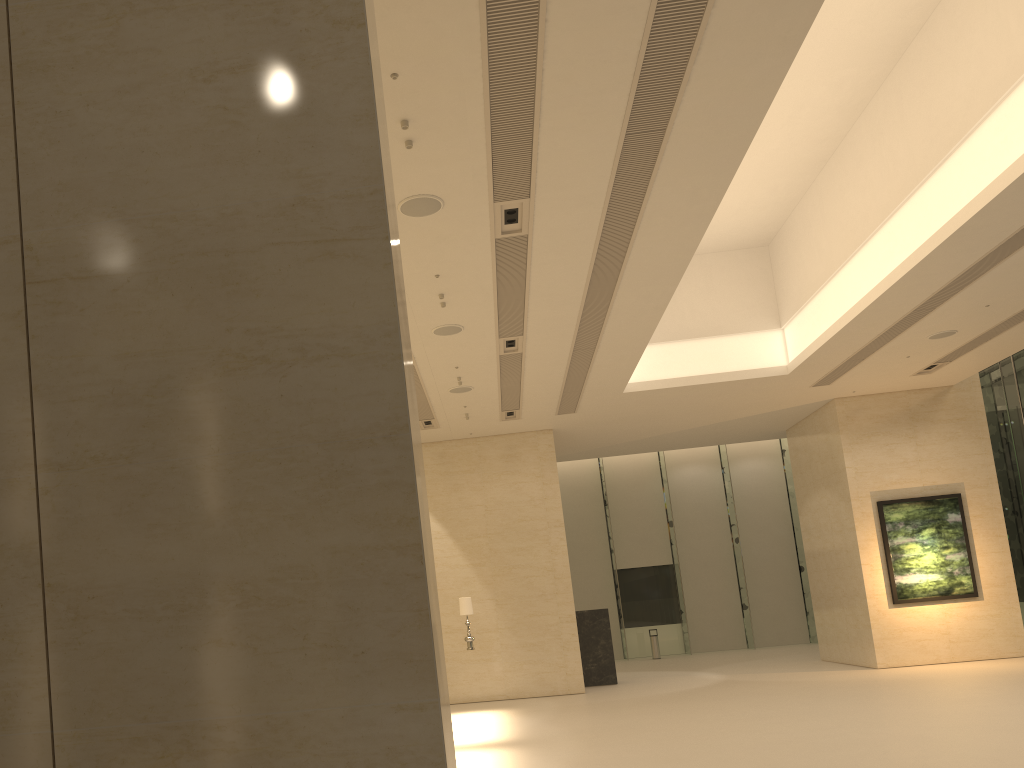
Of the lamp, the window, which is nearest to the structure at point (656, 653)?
the window

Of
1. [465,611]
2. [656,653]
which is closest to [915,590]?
[465,611]

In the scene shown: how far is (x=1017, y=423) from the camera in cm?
2185

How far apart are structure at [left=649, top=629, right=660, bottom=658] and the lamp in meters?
12.9 m

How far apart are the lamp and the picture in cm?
940

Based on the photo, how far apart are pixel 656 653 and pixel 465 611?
13.1m

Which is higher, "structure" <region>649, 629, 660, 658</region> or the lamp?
the lamp

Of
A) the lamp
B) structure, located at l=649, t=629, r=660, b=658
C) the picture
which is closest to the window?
structure, located at l=649, t=629, r=660, b=658

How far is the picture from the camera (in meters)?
18.94

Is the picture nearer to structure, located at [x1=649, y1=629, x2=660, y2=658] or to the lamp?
the lamp
